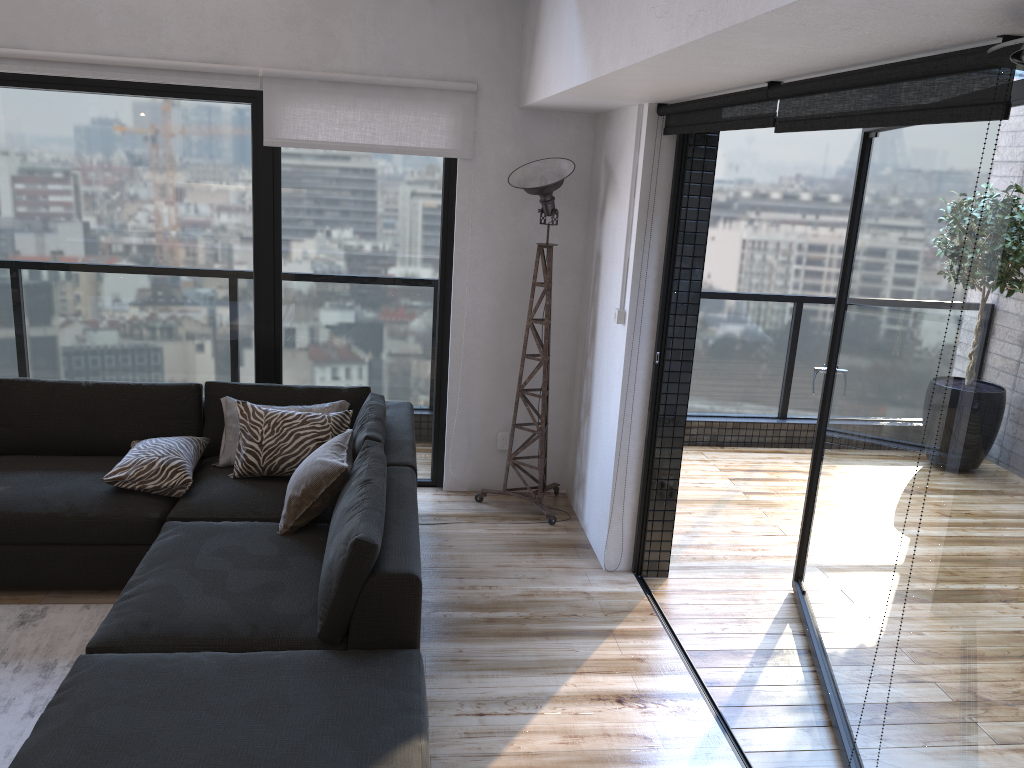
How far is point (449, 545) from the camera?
4.2 meters

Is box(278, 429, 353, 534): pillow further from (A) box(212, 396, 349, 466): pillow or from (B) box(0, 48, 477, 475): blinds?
(B) box(0, 48, 477, 475): blinds

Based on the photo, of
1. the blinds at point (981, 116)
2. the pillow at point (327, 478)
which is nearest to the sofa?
the pillow at point (327, 478)

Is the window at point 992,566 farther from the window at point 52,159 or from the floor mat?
the floor mat

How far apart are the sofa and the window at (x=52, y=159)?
0.4m

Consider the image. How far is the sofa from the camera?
2.20m

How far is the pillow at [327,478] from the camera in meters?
3.3

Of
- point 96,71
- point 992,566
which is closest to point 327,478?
point 992,566

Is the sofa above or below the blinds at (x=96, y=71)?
below

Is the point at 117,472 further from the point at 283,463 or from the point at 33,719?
the point at 33,719
